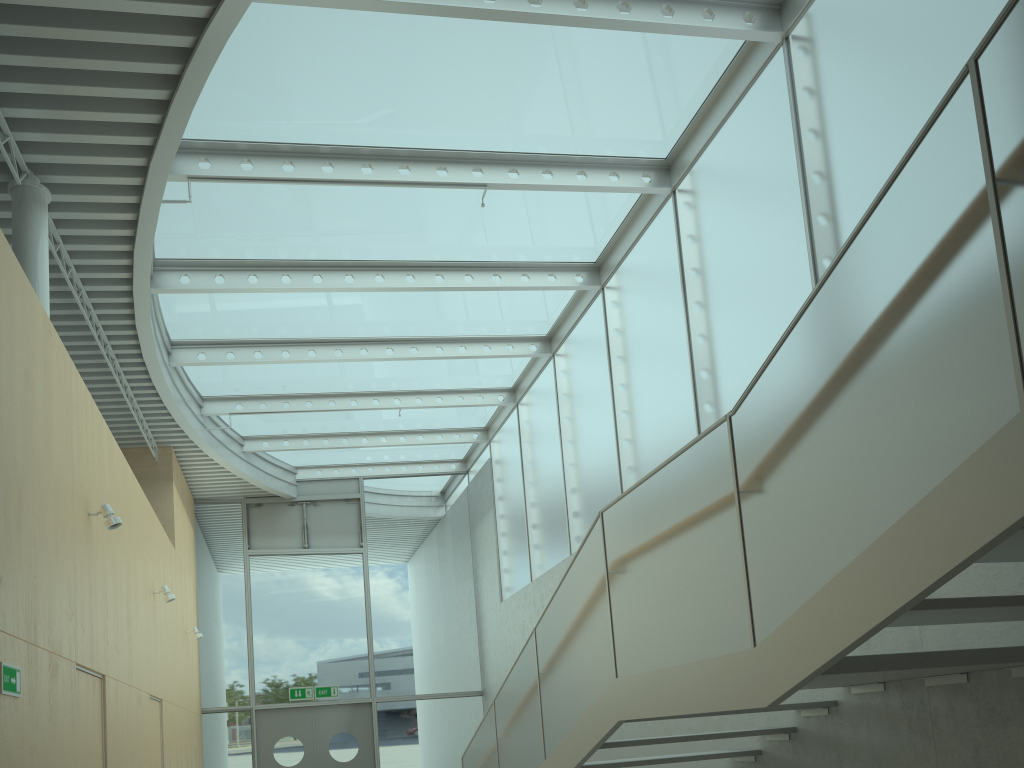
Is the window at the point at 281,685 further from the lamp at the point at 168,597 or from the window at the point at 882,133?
the lamp at the point at 168,597

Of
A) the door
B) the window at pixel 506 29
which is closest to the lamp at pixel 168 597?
the window at pixel 506 29

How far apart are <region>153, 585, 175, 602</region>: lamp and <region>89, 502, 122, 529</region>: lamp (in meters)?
3.04

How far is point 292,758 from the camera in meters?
13.2

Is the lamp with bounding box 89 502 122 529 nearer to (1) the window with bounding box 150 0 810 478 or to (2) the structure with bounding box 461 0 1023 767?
(1) the window with bounding box 150 0 810 478

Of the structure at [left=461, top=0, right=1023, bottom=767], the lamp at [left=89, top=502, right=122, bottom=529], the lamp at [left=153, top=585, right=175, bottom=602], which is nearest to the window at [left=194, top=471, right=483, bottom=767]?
the lamp at [left=153, top=585, right=175, bottom=602]

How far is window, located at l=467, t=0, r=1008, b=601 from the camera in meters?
5.4

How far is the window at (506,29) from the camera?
6.4 meters

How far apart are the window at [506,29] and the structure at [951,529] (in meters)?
3.35

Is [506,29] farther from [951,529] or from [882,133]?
[951,529]
